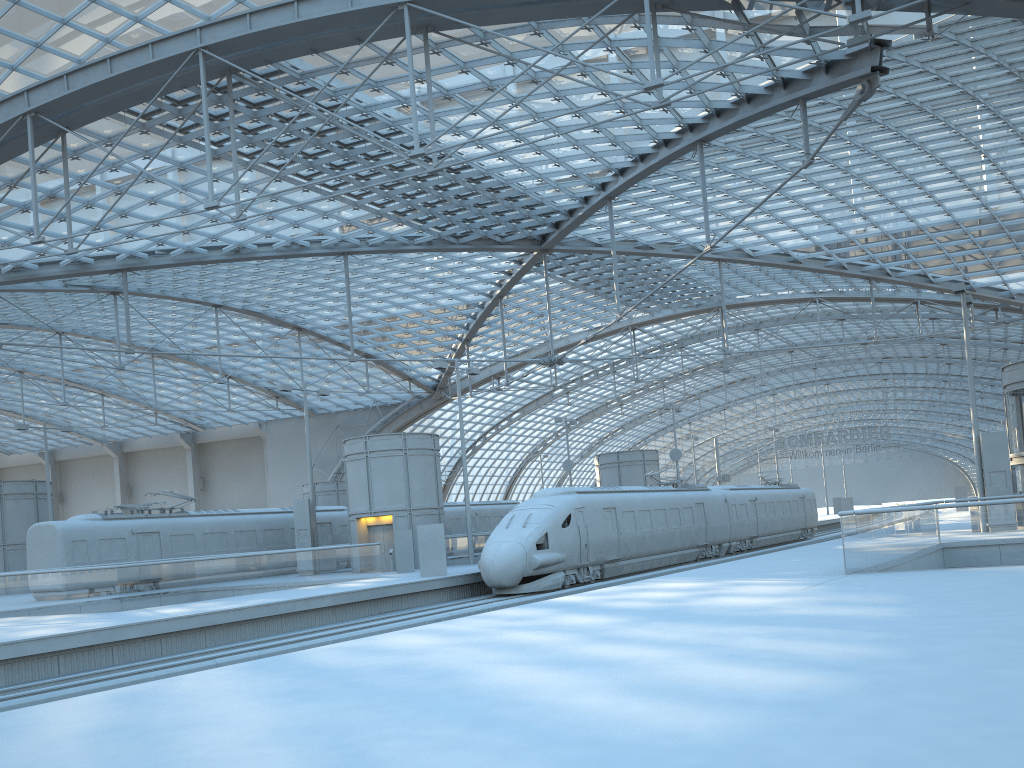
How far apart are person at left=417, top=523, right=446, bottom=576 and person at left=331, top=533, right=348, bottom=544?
13.6m

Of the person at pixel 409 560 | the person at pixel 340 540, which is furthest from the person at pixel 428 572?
the person at pixel 340 540

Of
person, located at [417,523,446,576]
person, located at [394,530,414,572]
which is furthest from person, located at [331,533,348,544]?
person, located at [417,523,446,576]

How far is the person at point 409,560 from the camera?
31.82m

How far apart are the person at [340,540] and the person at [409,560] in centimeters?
912cm

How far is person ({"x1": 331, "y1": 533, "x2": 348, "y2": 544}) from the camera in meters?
40.3

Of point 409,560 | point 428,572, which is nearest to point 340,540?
point 409,560

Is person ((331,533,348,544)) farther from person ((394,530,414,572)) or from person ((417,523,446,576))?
person ((417,523,446,576))

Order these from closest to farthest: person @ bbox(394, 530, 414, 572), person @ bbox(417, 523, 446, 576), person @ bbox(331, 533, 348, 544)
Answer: person @ bbox(417, 523, 446, 576)
person @ bbox(394, 530, 414, 572)
person @ bbox(331, 533, 348, 544)

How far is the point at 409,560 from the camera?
31.8 meters
